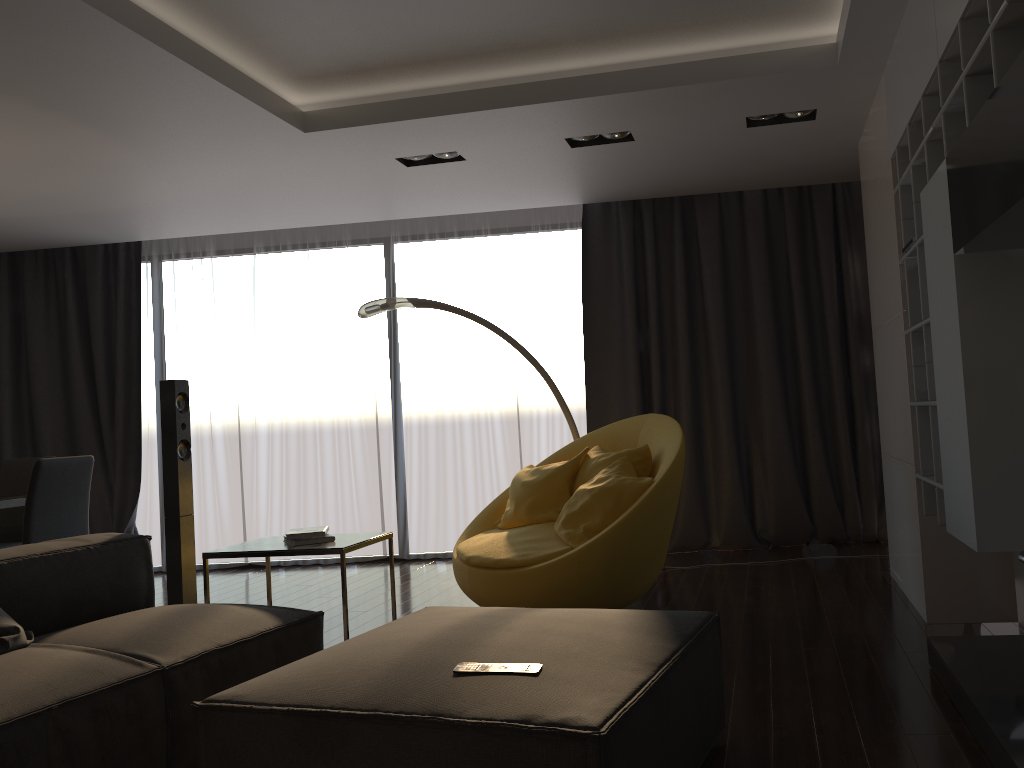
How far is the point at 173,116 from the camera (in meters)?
4.20

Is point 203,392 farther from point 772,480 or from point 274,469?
point 772,480

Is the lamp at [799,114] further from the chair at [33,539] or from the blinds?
the chair at [33,539]

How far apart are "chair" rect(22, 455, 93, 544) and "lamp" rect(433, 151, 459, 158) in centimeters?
254cm

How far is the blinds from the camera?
6.0 meters

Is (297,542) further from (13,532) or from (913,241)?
(13,532)

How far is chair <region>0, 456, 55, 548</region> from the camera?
5.5 meters

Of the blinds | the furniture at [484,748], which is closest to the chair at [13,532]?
the blinds

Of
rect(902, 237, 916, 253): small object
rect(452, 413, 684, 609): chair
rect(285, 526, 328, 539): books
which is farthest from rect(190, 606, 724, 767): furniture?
rect(902, 237, 916, 253): small object

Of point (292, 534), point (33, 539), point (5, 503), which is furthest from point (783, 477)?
point (5, 503)
